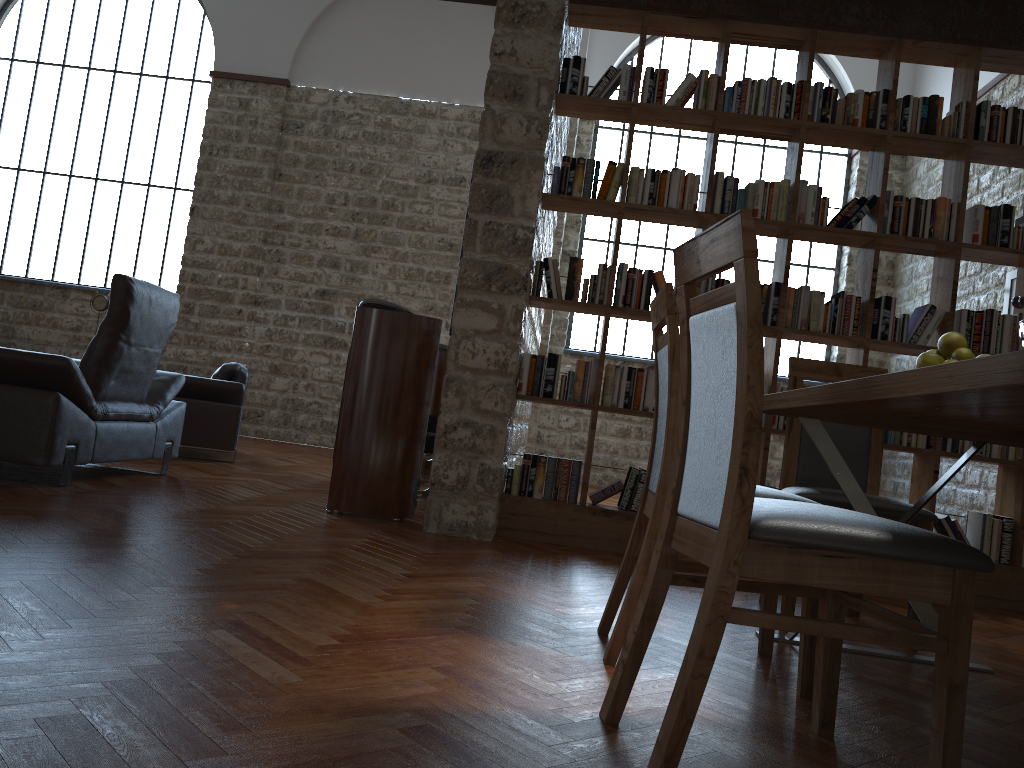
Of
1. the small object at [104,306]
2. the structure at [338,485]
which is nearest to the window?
the small object at [104,306]

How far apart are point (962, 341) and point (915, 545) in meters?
1.1 m

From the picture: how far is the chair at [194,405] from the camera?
6.4m

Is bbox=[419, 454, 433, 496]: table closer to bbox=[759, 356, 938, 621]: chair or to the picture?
bbox=[759, 356, 938, 621]: chair

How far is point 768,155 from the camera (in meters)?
10.71

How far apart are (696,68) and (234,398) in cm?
722

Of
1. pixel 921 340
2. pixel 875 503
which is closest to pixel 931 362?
pixel 875 503

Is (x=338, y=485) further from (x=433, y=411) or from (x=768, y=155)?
(x=768, y=155)

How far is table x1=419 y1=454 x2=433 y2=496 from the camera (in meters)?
5.37

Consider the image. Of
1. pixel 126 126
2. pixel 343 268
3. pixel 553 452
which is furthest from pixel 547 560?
pixel 126 126
